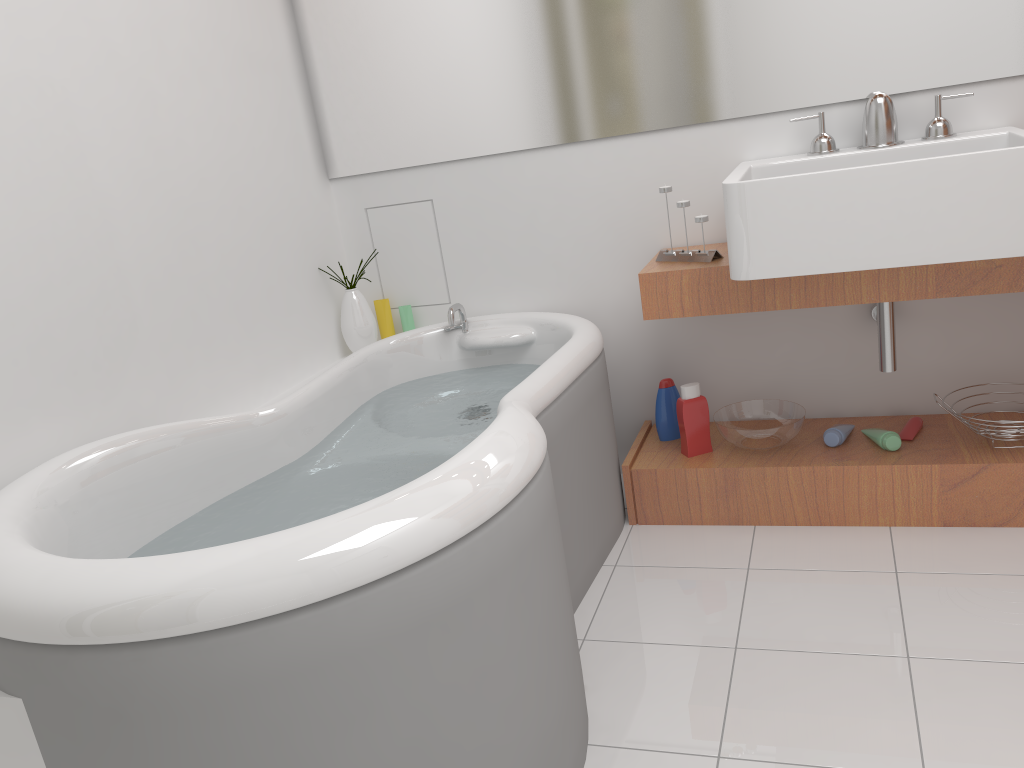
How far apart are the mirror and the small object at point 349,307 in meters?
0.4

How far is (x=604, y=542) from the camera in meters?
2.3 m

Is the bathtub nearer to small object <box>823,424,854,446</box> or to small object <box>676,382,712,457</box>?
small object <box>676,382,712,457</box>

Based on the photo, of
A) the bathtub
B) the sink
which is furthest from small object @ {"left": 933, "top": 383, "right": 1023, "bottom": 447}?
the bathtub

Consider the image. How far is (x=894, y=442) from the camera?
2.3m

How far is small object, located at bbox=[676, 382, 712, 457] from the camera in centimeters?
242cm

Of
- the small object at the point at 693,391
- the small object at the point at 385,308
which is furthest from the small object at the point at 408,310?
the small object at the point at 693,391

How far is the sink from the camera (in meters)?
1.79

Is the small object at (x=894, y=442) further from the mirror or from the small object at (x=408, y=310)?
the small object at (x=408, y=310)

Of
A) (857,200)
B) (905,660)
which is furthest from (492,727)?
(857,200)
